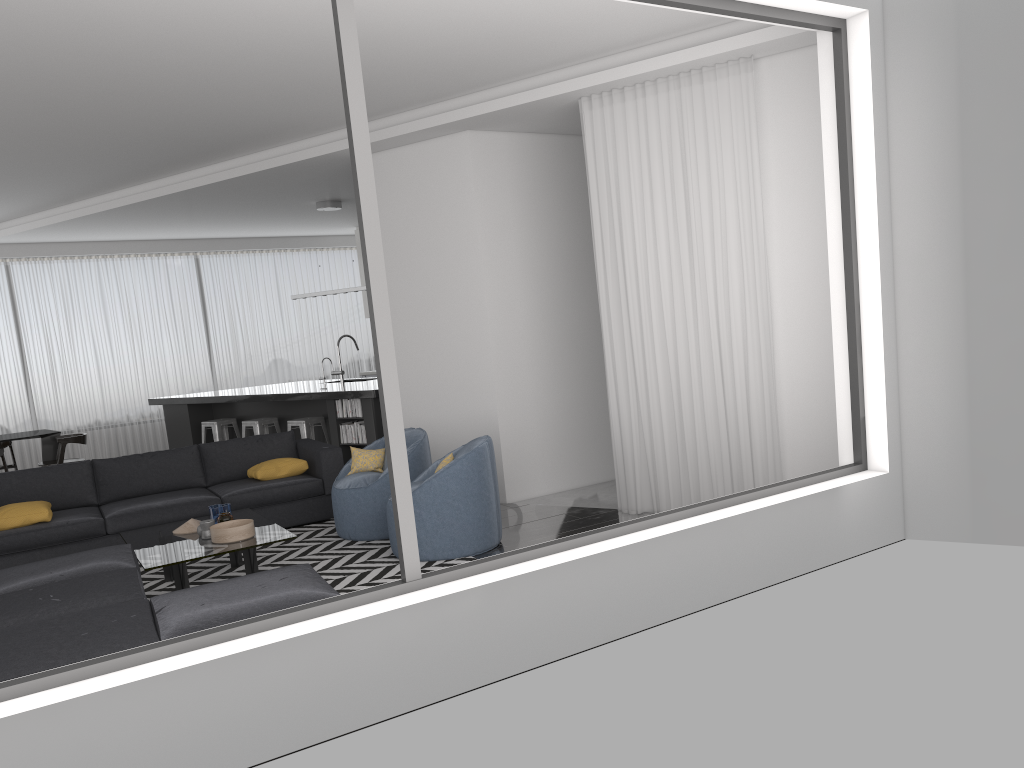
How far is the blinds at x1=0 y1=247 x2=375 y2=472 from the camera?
12.0 meters

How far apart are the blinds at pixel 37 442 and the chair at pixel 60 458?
2.1m

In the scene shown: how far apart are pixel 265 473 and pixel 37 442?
6.4m

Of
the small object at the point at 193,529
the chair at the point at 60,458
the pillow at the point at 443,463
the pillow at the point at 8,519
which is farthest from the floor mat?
the chair at the point at 60,458

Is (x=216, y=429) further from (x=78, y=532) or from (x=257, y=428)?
(x=78, y=532)

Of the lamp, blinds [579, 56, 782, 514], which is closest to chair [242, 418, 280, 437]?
the lamp

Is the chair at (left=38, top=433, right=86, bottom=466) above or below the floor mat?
above

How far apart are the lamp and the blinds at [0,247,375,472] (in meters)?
3.46

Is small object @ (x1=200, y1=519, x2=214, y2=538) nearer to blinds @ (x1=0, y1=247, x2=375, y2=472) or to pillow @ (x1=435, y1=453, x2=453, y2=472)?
pillow @ (x1=435, y1=453, x2=453, y2=472)

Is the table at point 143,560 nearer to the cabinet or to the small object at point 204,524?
the small object at point 204,524
